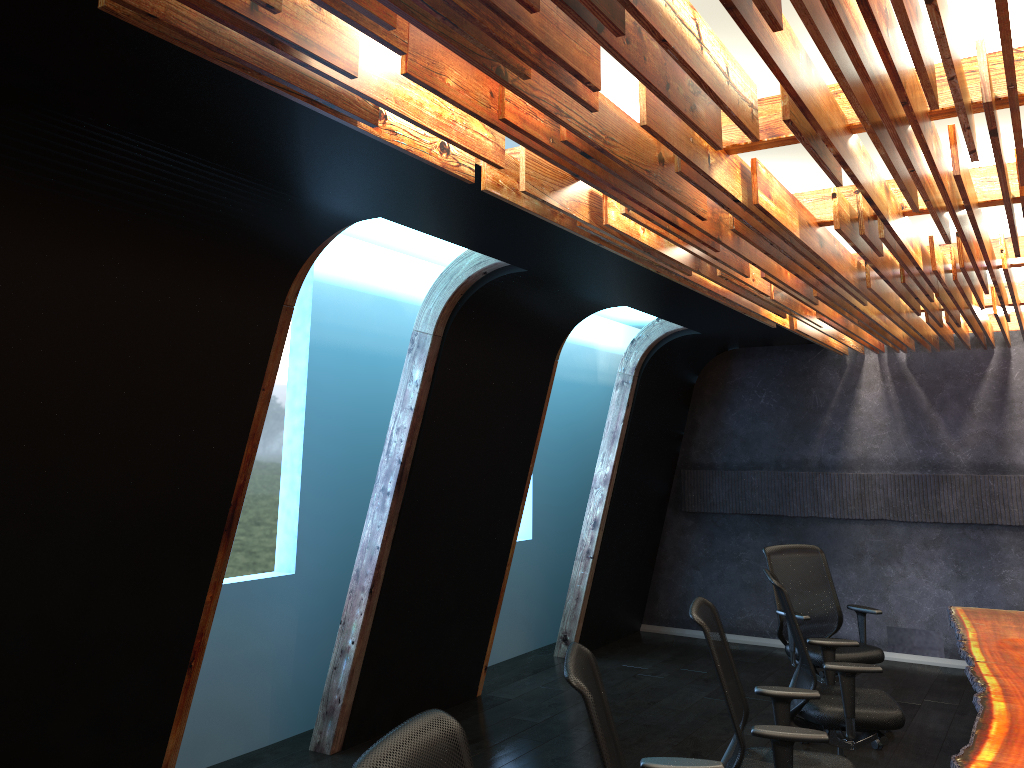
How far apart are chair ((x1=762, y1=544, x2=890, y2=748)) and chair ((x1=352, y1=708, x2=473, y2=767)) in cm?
451

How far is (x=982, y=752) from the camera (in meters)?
3.40

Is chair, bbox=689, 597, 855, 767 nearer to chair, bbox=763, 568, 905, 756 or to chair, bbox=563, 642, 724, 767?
chair, bbox=563, 642, 724, 767

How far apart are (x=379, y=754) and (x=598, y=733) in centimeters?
94cm

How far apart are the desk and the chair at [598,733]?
0.9m

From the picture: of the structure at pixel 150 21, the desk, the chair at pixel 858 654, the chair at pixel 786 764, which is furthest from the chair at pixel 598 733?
the chair at pixel 858 654

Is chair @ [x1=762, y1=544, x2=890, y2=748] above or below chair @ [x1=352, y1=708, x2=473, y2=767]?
below

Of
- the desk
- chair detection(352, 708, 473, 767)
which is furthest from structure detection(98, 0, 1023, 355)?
the desk

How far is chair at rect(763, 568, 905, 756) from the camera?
4.81m

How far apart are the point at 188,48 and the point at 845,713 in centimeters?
454cm
